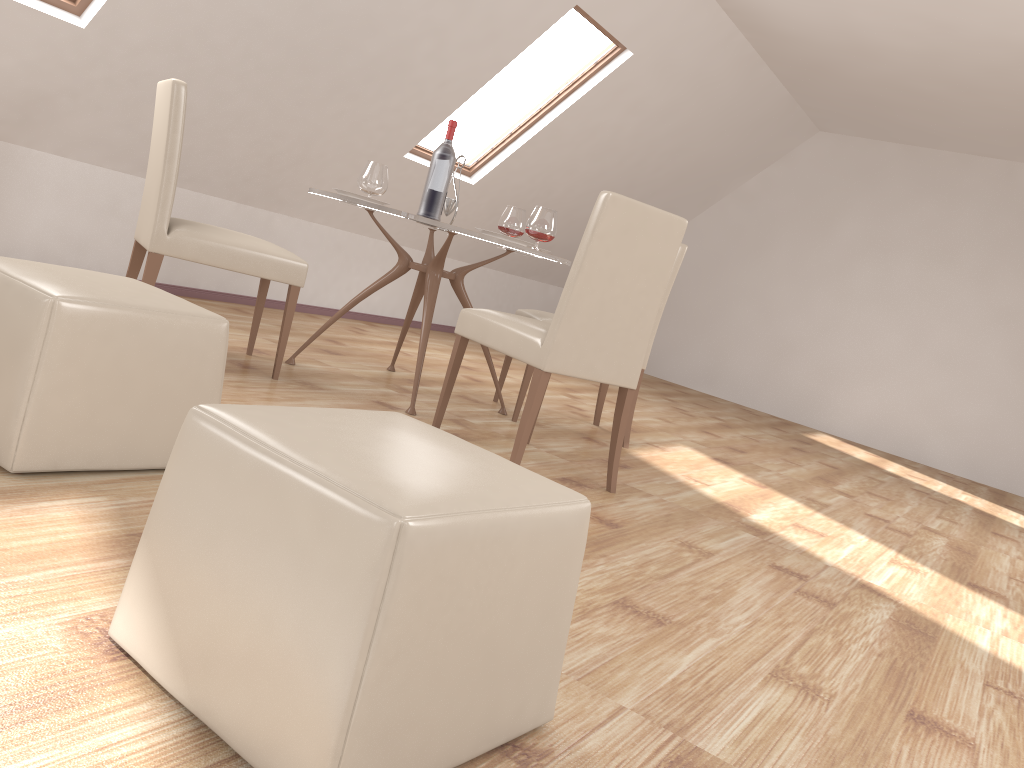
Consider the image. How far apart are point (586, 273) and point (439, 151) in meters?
1.2

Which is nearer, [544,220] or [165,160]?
[165,160]

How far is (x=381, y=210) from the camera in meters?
3.4

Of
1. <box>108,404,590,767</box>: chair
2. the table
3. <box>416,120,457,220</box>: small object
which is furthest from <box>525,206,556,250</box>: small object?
<box>108,404,590,767</box>: chair

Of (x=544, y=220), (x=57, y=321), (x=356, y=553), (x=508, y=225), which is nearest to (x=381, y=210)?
(x=544, y=220)

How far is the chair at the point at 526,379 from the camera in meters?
4.1 m

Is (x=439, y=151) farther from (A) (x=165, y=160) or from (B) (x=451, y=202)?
(A) (x=165, y=160)

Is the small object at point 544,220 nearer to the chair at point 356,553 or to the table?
the table

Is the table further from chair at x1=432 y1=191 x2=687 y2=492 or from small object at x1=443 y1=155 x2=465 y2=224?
chair at x1=432 y1=191 x2=687 y2=492

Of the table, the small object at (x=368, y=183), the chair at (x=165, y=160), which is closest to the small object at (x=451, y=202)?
the table
